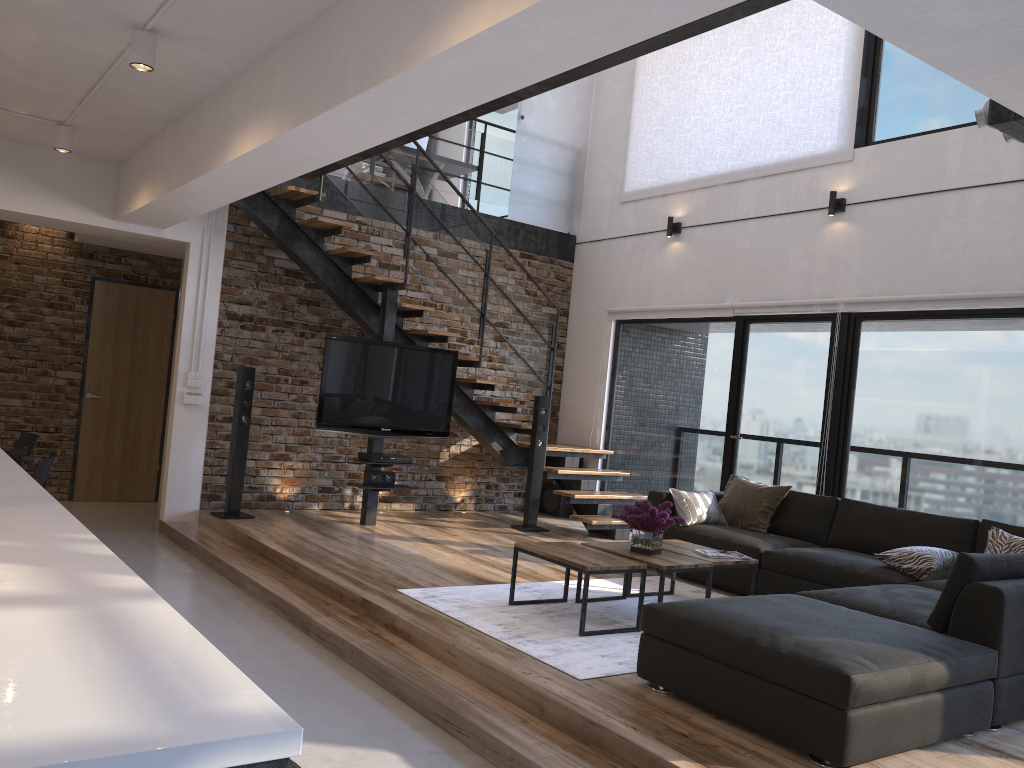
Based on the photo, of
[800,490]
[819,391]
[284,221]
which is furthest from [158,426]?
[819,391]

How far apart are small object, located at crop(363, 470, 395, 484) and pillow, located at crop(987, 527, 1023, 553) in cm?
433

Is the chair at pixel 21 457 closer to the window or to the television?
the television

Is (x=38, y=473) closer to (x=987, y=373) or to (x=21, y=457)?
(x=21, y=457)

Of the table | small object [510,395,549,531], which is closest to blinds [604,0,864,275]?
small object [510,395,549,531]

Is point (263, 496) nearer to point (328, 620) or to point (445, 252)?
point (445, 252)

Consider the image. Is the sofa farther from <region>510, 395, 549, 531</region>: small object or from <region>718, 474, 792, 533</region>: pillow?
<region>510, 395, 549, 531</region>: small object

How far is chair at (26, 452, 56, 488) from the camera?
4.9 meters

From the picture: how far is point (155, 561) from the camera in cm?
610

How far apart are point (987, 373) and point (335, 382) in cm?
466
